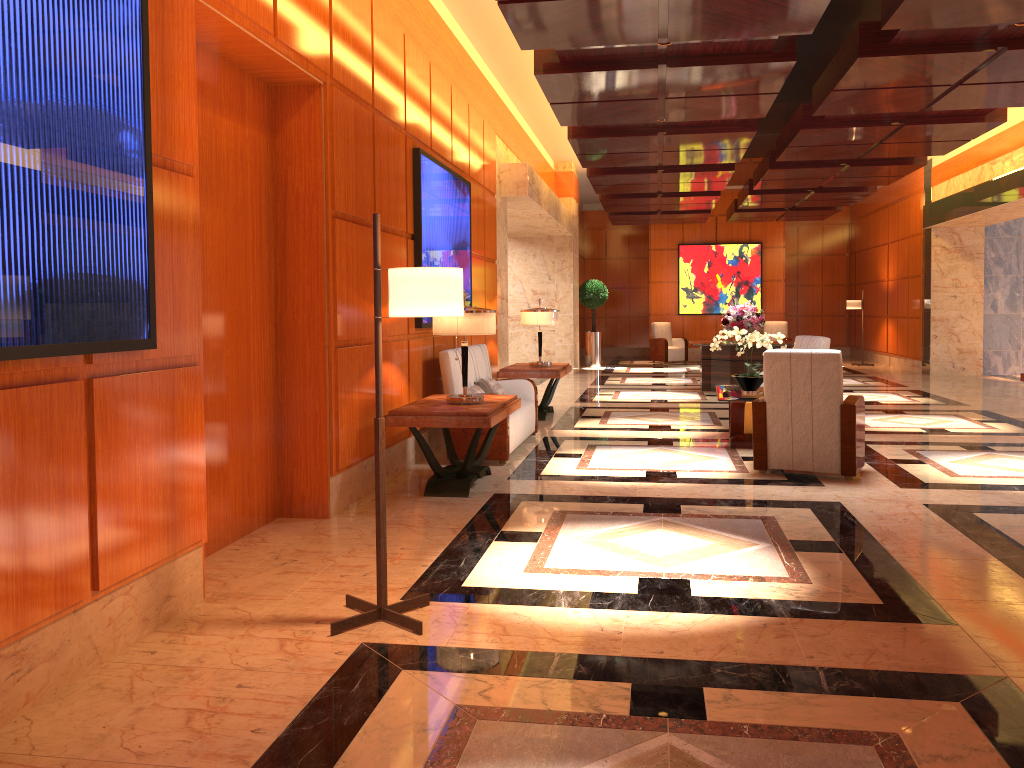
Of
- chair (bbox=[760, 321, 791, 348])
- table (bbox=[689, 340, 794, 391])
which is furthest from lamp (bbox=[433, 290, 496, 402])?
chair (bbox=[760, 321, 791, 348])

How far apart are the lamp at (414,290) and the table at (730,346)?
9.9 meters

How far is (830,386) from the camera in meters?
6.4 m

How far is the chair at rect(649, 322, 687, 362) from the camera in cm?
2076

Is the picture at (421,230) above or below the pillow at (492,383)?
above

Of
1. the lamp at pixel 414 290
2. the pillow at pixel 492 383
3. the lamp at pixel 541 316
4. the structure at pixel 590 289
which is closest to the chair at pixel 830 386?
the pillow at pixel 492 383

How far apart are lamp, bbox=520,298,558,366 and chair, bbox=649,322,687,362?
10.89m

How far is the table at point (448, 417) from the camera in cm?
580

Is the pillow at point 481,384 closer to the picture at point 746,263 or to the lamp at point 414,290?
the lamp at point 414,290

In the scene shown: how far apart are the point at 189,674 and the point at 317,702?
0.6m
